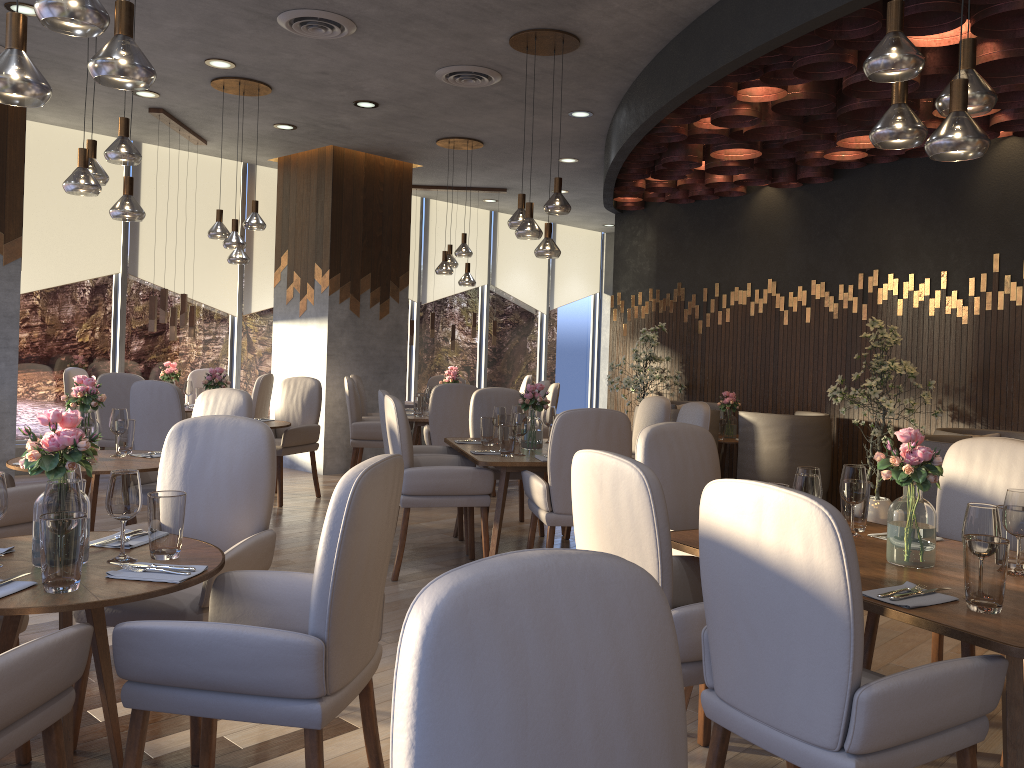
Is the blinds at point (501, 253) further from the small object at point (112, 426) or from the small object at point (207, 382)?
the small object at point (112, 426)

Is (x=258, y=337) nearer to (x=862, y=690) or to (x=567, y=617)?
(x=862, y=690)

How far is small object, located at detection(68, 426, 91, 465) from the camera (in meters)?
4.16

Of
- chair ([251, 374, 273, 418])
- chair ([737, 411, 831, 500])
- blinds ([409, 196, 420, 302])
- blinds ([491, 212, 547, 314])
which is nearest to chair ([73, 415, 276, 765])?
chair ([251, 374, 273, 418])

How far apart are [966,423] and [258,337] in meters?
7.0

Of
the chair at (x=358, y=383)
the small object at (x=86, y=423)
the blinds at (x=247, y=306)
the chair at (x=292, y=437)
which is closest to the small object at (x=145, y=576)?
the small object at (x=86, y=423)

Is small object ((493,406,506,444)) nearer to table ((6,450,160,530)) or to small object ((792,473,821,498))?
table ((6,450,160,530))

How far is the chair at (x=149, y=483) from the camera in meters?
4.9 m

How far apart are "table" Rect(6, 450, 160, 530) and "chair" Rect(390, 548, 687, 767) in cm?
342

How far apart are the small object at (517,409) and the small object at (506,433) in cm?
80
